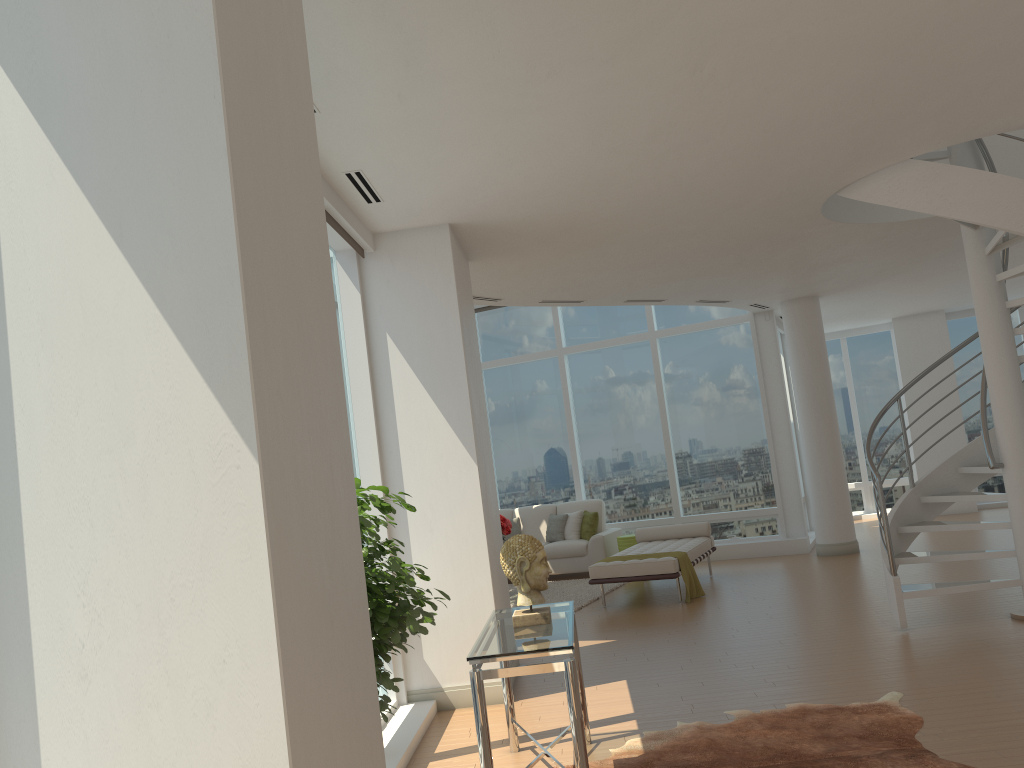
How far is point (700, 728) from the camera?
4.9 meters

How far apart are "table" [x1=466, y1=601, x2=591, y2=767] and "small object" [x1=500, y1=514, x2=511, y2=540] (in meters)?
5.86

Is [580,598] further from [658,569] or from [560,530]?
[560,530]

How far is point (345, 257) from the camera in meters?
6.4

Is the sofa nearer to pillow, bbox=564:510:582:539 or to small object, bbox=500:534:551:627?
pillow, bbox=564:510:582:539

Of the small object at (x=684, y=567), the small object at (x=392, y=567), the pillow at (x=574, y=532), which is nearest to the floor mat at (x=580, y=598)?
the pillow at (x=574, y=532)

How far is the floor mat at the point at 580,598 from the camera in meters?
10.2 m

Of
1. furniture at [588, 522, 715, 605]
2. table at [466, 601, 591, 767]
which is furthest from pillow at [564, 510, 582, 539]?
table at [466, 601, 591, 767]

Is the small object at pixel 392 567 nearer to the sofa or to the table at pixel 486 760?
the table at pixel 486 760

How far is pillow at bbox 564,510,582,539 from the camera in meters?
12.5
